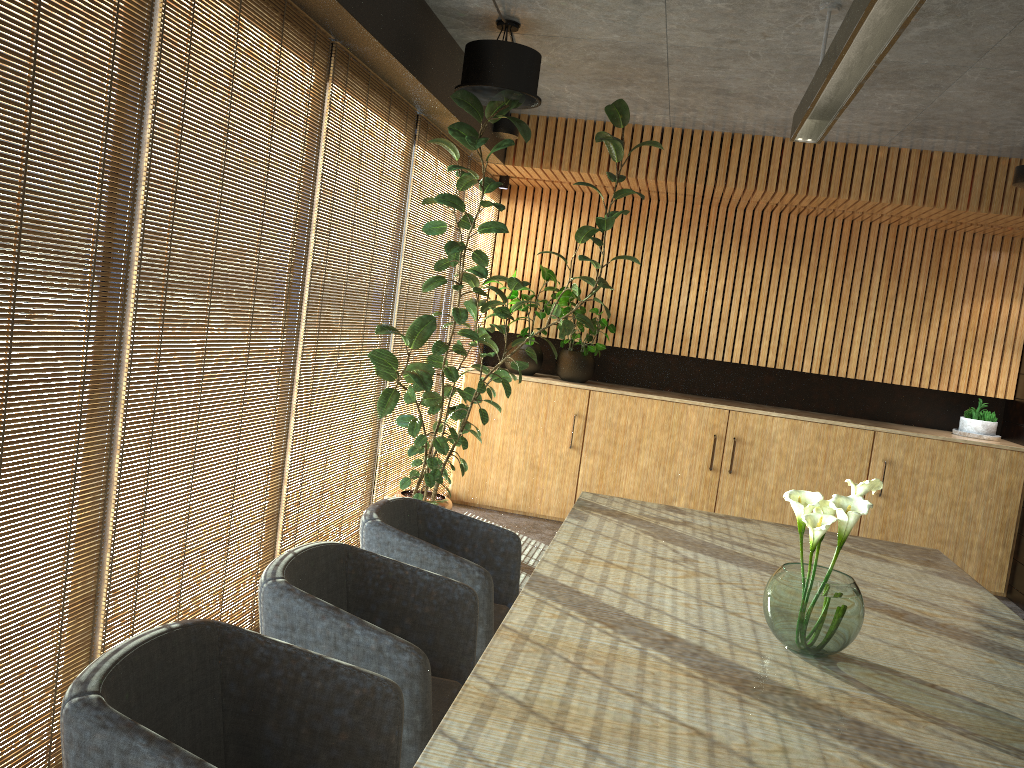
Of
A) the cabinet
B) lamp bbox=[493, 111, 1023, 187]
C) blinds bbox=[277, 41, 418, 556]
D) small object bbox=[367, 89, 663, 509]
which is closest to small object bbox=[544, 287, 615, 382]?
the cabinet

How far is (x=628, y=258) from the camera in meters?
5.9

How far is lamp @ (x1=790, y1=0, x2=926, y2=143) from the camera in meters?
2.7

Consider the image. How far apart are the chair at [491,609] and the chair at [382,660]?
0.23m

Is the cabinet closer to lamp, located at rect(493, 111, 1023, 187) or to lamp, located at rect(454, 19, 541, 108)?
lamp, located at rect(493, 111, 1023, 187)

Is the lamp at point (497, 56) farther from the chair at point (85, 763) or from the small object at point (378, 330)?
the chair at point (85, 763)

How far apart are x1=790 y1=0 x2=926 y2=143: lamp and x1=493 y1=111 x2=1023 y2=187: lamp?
2.8m

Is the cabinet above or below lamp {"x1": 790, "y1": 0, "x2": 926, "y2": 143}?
below

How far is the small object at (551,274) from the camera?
8.2 meters

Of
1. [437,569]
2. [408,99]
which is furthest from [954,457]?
[437,569]
